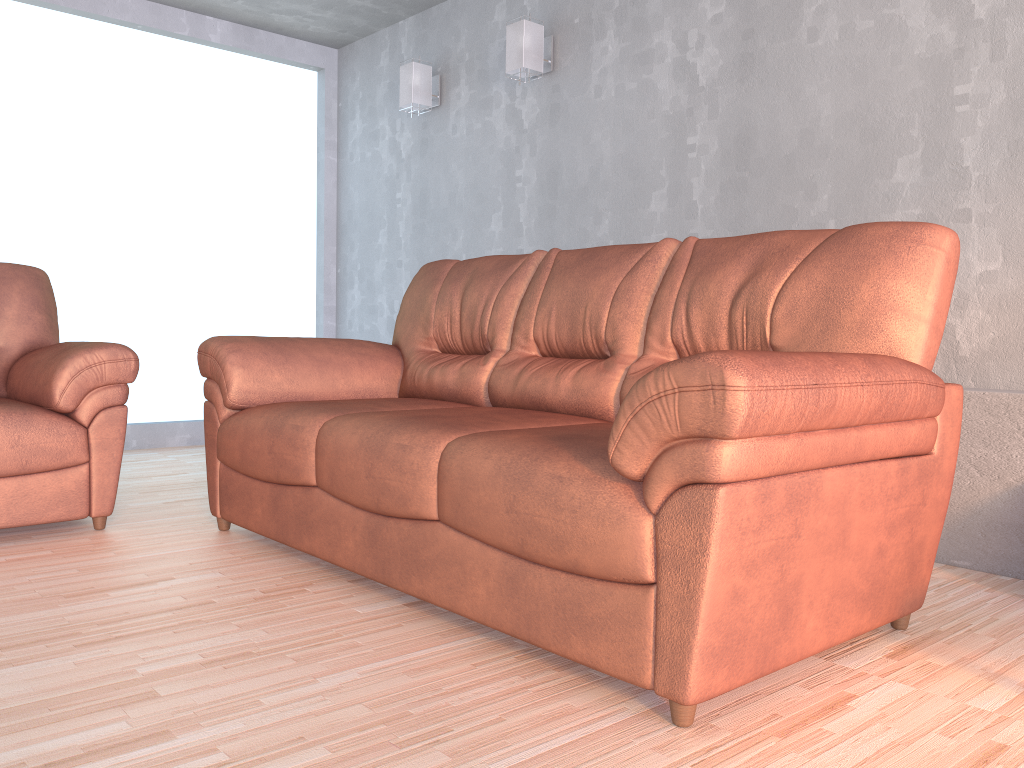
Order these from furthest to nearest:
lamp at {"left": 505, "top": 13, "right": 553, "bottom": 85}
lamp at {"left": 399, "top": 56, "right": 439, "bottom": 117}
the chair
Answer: lamp at {"left": 399, "top": 56, "right": 439, "bottom": 117}, lamp at {"left": 505, "top": 13, "right": 553, "bottom": 85}, the chair

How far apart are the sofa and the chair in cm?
24

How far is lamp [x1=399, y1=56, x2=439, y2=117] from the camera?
4.74m

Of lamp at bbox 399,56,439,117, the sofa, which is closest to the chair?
the sofa

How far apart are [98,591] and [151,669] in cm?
62

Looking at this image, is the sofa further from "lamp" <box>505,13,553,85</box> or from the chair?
"lamp" <box>505,13,553,85</box>

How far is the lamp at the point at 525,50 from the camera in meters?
4.1 m

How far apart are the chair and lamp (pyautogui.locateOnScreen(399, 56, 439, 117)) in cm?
209

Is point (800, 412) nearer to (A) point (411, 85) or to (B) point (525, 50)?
(B) point (525, 50)

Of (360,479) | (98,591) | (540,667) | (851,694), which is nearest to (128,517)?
(98,591)
